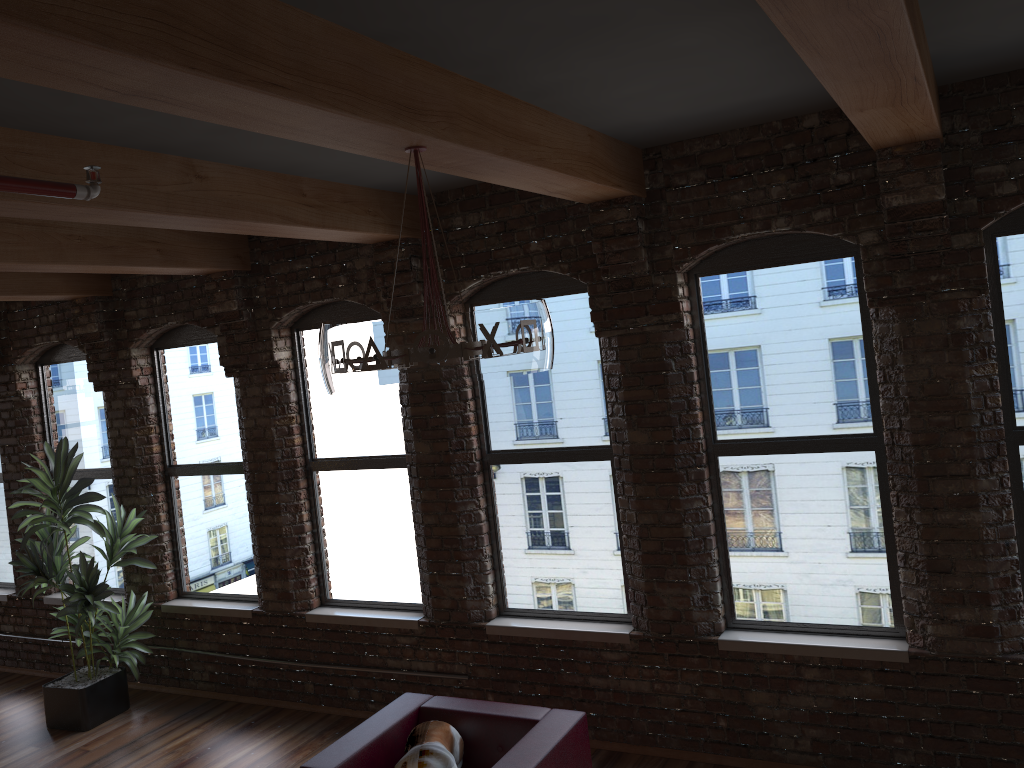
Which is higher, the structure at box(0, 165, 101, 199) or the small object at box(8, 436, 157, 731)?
the structure at box(0, 165, 101, 199)

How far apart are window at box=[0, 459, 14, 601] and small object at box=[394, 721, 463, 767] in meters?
5.4 m

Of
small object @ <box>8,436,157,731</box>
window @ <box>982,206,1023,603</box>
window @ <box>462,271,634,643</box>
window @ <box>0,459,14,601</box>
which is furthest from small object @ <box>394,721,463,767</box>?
window @ <box>0,459,14,601</box>

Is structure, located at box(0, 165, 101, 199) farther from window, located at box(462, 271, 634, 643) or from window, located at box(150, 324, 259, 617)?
window, located at box(150, 324, 259, 617)

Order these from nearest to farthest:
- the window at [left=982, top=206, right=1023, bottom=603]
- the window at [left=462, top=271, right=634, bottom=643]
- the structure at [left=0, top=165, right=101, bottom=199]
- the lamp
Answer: the structure at [left=0, top=165, right=101, bottom=199], the lamp, the window at [left=982, top=206, right=1023, bottom=603], the window at [left=462, top=271, right=634, bottom=643]

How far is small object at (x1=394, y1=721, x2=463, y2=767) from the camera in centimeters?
404cm

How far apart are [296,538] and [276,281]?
1.8 meters

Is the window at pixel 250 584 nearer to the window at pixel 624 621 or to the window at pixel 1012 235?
the window at pixel 624 621

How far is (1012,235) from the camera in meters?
4.2 m

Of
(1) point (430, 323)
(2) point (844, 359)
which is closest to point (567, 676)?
(2) point (844, 359)
